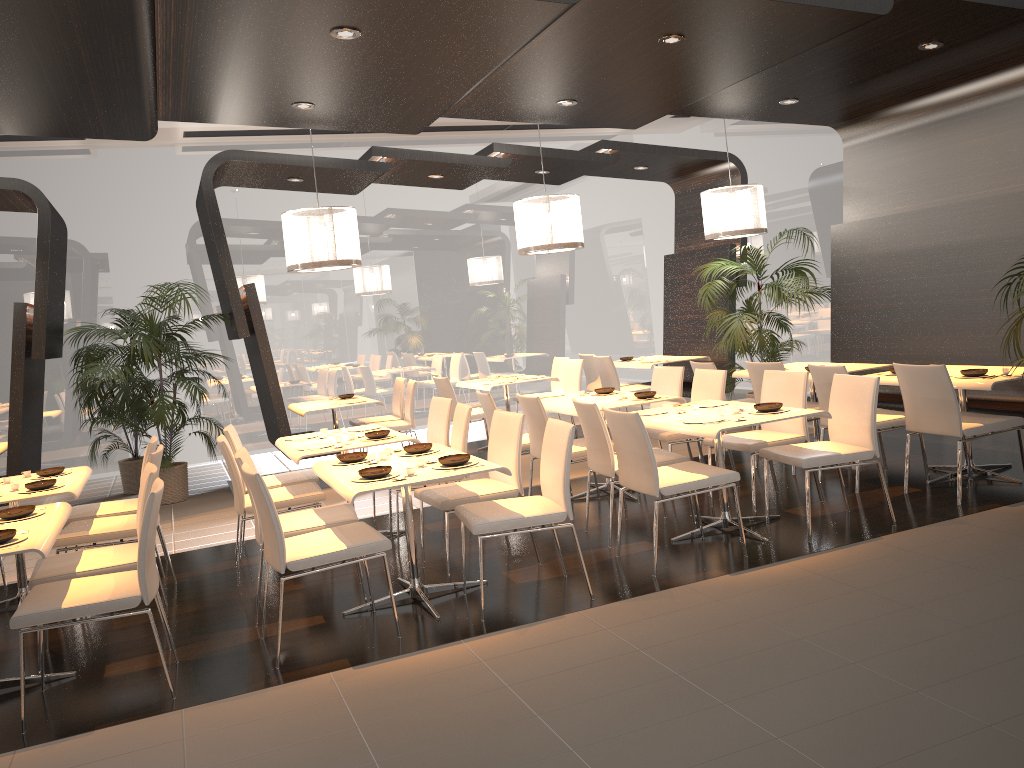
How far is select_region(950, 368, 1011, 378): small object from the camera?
5.8 meters

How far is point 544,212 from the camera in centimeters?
793cm

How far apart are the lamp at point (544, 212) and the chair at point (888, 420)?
2.56m

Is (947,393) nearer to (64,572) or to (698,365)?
(698,365)

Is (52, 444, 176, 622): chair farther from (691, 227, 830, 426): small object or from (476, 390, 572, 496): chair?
(691, 227, 830, 426): small object

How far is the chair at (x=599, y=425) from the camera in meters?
5.4 m

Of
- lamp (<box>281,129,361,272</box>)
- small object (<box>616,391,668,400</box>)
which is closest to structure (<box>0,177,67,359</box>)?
lamp (<box>281,129,361,272</box>)

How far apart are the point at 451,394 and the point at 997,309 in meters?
4.9 m

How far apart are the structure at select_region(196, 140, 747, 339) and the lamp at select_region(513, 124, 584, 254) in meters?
1.0 m

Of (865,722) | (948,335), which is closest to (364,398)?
(948,335)
